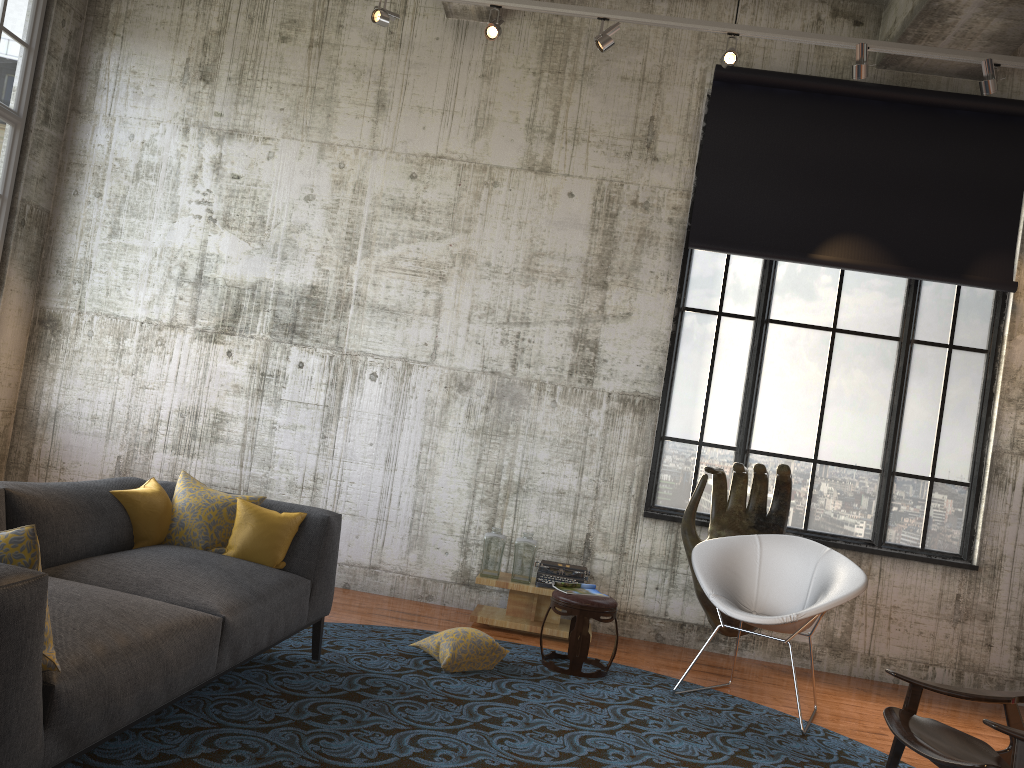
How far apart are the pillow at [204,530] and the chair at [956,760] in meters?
3.1

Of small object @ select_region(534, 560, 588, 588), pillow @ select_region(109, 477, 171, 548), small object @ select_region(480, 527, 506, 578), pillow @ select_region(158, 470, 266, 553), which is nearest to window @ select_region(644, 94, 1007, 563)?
small object @ select_region(534, 560, 588, 588)

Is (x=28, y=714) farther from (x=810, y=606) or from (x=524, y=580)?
(x=524, y=580)

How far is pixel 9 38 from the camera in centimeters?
672cm

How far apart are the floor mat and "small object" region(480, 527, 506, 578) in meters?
0.6 m

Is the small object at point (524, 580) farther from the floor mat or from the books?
the books

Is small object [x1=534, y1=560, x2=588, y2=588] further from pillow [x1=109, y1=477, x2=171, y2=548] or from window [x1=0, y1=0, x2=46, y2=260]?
window [x1=0, y1=0, x2=46, y2=260]

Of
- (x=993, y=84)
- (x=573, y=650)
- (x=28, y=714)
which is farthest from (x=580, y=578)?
(x=28, y=714)

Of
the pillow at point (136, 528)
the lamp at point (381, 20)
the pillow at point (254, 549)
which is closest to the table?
the pillow at point (254, 549)

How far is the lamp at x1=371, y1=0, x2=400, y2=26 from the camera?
6.2 meters
